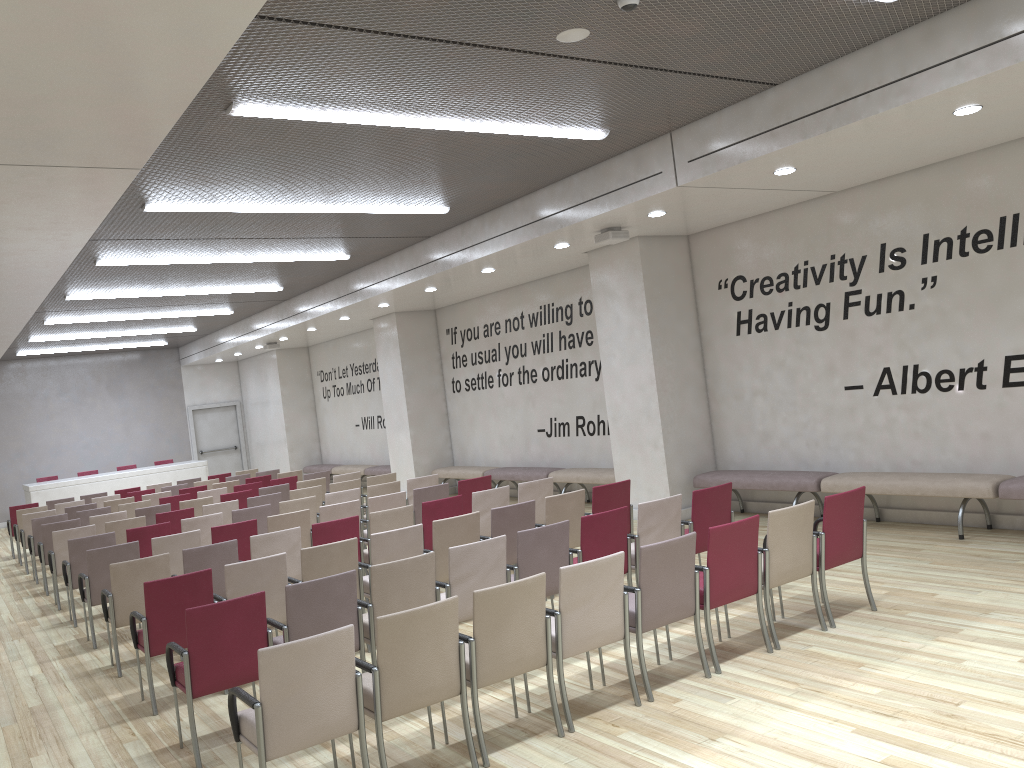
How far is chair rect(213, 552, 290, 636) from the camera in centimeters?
620cm

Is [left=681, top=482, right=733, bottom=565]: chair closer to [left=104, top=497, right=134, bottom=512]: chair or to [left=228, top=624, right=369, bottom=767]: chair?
[left=228, top=624, right=369, bottom=767]: chair

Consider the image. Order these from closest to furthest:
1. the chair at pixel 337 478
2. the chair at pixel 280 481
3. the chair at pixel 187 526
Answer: the chair at pixel 187 526, the chair at pixel 337 478, the chair at pixel 280 481

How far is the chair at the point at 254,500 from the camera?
11.2 meters

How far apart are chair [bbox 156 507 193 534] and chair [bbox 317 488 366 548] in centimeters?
177cm

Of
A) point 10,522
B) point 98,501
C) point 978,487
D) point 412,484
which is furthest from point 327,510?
point 10,522

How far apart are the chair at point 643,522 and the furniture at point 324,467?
14.7m

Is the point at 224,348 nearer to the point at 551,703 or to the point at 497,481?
the point at 497,481

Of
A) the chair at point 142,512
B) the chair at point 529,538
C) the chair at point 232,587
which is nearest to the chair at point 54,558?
the chair at point 142,512

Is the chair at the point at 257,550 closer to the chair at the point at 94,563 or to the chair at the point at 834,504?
the chair at the point at 94,563
